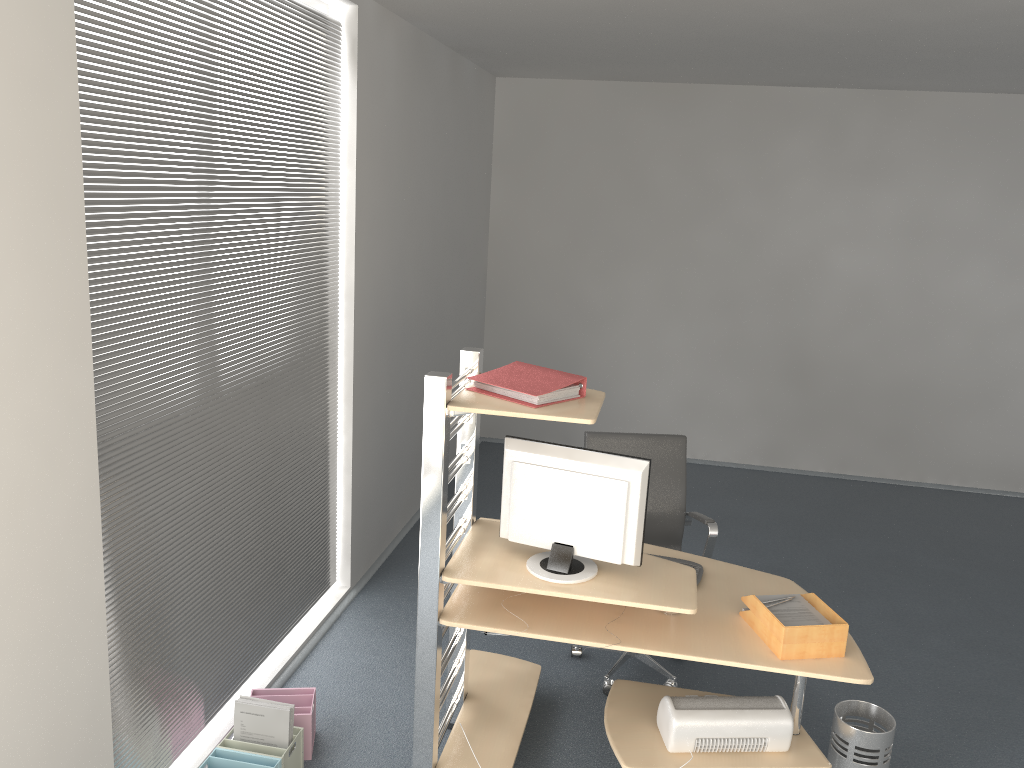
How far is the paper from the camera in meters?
2.9

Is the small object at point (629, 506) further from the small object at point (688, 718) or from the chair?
the chair

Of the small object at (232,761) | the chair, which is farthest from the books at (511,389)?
the small object at (232,761)

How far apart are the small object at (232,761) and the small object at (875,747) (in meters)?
1.97

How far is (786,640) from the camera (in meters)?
2.82

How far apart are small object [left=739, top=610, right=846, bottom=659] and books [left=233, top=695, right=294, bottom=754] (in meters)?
1.63

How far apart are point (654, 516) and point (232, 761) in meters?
2.1 m

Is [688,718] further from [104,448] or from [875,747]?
[104,448]

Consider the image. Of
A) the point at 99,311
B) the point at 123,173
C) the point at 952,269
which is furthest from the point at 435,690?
the point at 952,269

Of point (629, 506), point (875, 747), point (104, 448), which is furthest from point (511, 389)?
point (875, 747)
